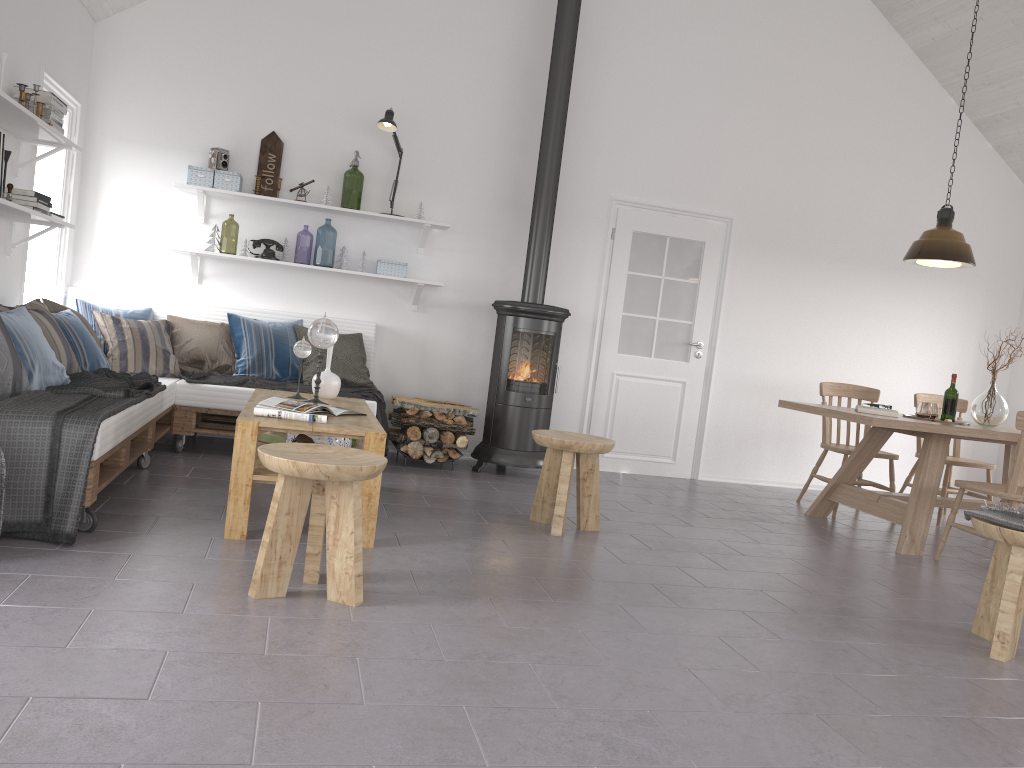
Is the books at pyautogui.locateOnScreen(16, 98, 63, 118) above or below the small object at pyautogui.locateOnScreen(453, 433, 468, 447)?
above

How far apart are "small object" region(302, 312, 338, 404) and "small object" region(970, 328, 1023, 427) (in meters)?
3.98

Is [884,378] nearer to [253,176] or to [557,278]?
[557,278]

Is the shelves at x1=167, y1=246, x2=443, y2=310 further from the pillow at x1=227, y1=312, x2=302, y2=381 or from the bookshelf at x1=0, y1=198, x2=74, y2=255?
the bookshelf at x1=0, y1=198, x2=74, y2=255

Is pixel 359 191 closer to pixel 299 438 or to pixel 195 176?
pixel 195 176

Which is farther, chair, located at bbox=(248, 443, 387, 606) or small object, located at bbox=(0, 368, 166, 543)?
small object, located at bbox=(0, 368, 166, 543)

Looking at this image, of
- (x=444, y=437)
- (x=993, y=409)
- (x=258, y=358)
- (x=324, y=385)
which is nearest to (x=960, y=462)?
(x=993, y=409)

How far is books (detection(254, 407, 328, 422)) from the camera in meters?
3.7 m

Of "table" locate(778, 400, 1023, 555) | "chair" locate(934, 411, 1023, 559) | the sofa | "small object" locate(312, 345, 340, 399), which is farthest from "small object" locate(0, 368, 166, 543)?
"chair" locate(934, 411, 1023, 559)

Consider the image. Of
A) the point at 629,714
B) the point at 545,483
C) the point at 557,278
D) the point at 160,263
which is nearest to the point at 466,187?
the point at 557,278
